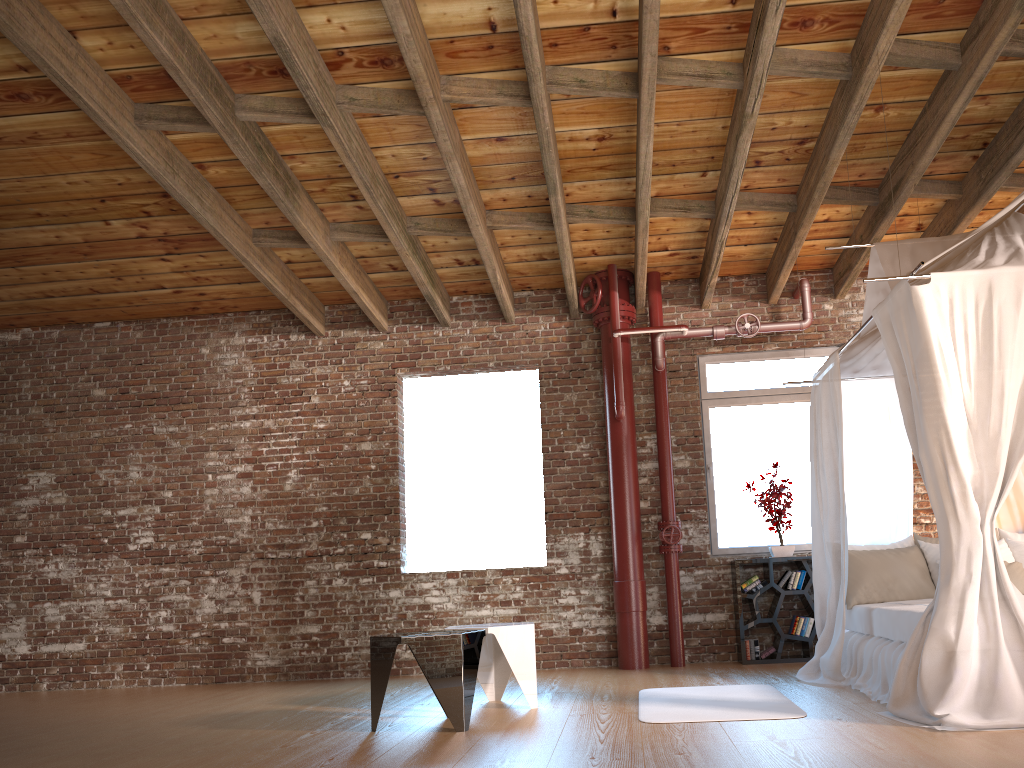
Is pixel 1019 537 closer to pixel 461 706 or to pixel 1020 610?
pixel 1020 610

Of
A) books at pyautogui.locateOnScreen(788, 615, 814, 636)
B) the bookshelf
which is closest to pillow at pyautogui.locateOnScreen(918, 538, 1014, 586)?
the bookshelf

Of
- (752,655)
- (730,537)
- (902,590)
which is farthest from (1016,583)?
(730,537)

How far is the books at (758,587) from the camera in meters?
7.0 m

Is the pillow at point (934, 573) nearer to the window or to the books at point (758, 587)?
the books at point (758, 587)

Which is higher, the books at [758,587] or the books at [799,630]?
the books at [758,587]

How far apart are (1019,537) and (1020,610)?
2.45m

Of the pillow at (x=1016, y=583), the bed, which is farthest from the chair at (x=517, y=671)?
the pillow at (x=1016, y=583)

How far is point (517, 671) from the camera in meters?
5.0

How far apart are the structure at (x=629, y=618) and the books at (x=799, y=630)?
0.9m
